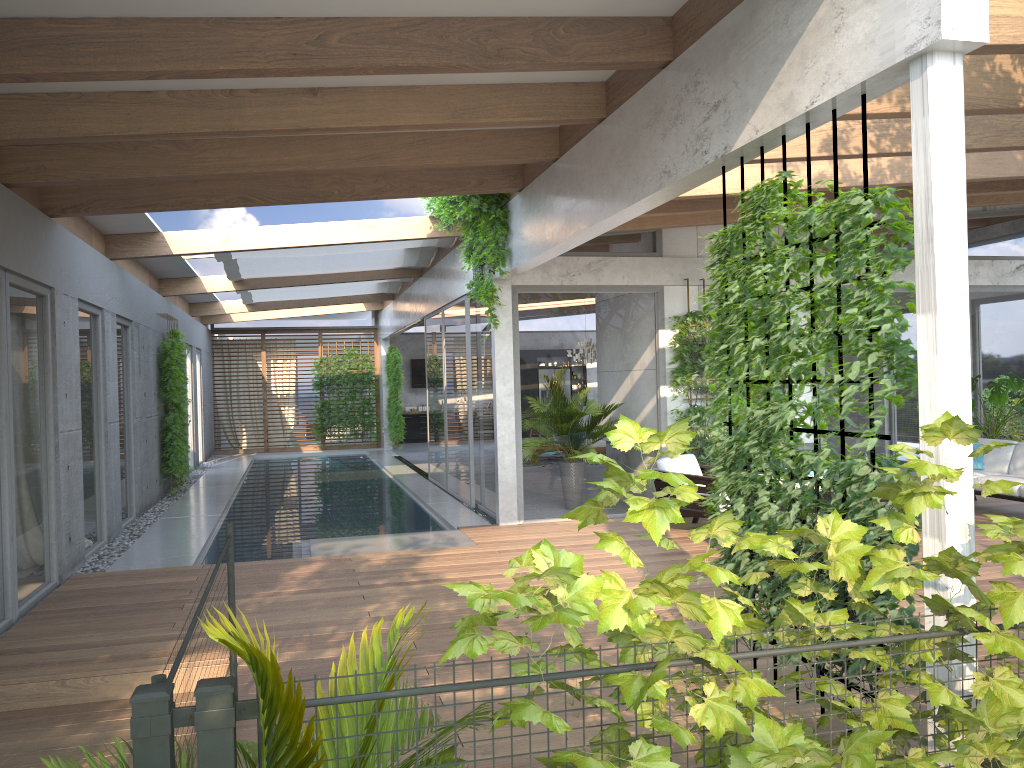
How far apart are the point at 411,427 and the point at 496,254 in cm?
1571

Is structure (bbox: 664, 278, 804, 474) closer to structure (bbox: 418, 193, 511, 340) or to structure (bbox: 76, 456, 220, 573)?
structure (bbox: 418, 193, 511, 340)

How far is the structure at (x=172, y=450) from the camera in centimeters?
1291cm

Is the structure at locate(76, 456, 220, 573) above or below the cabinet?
below

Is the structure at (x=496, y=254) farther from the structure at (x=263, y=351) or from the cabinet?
the cabinet

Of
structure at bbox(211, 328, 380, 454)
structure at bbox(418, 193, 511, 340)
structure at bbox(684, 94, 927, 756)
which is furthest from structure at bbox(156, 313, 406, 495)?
structure at bbox(684, 94, 927, 756)

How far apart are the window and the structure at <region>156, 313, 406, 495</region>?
0.67m

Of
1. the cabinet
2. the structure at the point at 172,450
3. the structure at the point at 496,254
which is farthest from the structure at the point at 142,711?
the cabinet

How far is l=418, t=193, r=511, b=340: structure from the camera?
8.9 meters

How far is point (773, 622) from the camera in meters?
2.6
